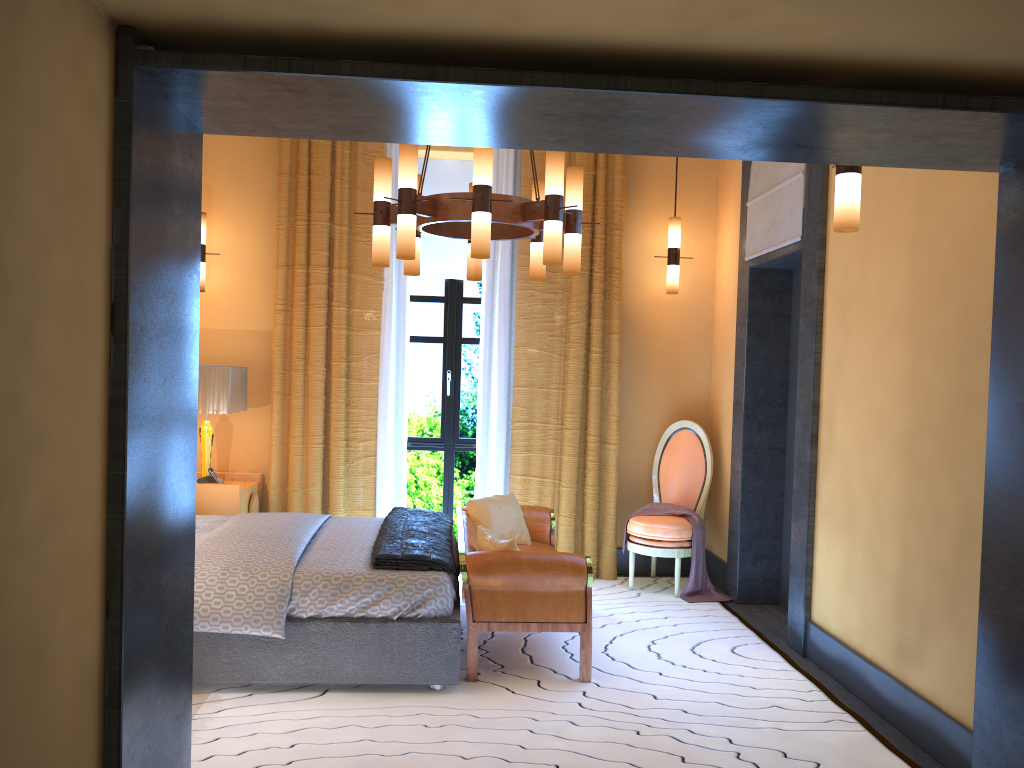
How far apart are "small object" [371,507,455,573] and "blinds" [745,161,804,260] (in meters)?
2.48

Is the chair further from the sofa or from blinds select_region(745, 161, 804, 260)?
blinds select_region(745, 161, 804, 260)

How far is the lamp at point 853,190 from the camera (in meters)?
3.14

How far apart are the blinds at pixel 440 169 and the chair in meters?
1.9

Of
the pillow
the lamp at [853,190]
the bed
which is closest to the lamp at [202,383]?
the pillow

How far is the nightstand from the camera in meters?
5.5

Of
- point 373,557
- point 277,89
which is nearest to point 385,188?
point 373,557

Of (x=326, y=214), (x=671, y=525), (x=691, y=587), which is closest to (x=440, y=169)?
(x=326, y=214)

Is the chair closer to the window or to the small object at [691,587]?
the small object at [691,587]

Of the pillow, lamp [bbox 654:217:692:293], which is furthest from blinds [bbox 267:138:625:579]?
the pillow
